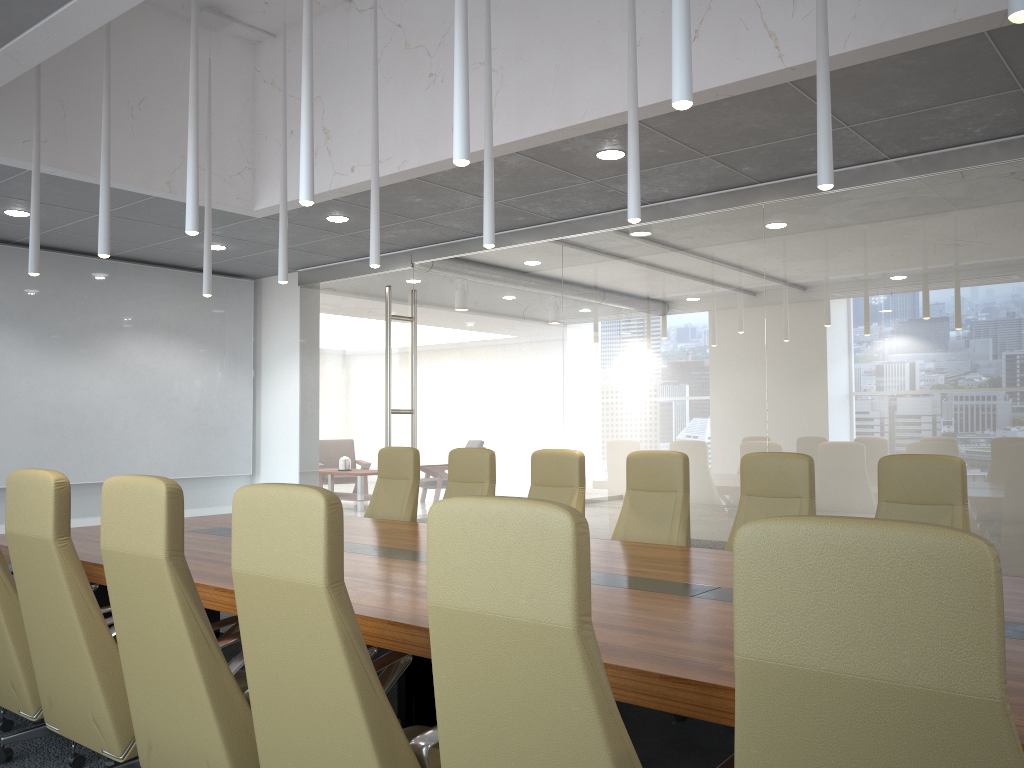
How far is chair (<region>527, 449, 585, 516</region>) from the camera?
6.1m

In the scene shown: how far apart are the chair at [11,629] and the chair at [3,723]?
0.2 meters

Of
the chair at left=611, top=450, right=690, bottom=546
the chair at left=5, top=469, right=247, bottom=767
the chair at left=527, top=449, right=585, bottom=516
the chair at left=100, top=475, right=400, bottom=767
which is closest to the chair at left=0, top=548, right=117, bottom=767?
the chair at left=5, top=469, right=247, bottom=767

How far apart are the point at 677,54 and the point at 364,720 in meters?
2.3 m

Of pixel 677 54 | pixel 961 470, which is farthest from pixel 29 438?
pixel 961 470

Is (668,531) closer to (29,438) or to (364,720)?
(364,720)

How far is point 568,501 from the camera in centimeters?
606cm

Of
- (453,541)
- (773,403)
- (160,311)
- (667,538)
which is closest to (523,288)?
(773,403)

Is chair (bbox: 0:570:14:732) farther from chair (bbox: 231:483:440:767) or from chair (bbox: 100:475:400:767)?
chair (bbox: 231:483:440:767)

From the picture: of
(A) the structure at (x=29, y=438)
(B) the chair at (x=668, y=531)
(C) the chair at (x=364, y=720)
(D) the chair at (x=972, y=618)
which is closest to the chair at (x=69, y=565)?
(C) the chair at (x=364, y=720)
